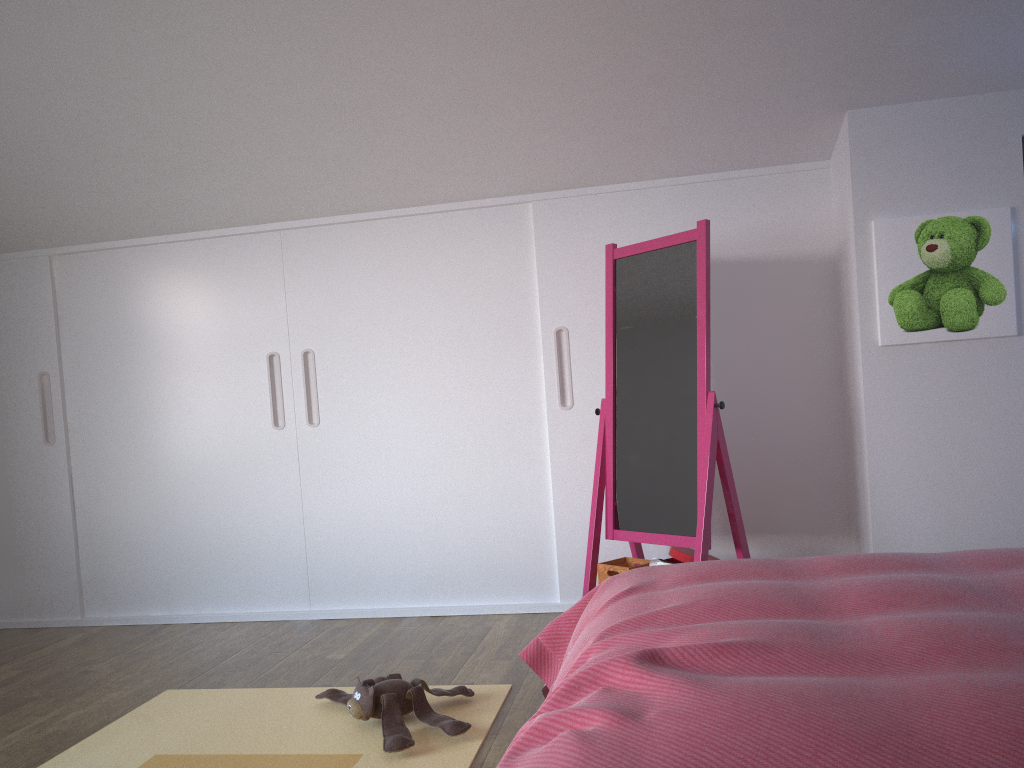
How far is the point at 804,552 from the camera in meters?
3.5

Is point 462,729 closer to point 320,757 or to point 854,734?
point 320,757

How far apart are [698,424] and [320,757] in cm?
161

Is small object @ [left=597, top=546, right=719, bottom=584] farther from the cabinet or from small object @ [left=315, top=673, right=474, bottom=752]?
small object @ [left=315, top=673, right=474, bottom=752]

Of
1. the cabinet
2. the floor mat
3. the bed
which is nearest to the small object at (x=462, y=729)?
the floor mat

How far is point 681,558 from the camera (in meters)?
3.18

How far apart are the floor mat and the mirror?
0.7 meters

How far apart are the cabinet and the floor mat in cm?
97

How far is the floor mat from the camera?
2.3 meters

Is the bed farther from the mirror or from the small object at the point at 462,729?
the mirror
